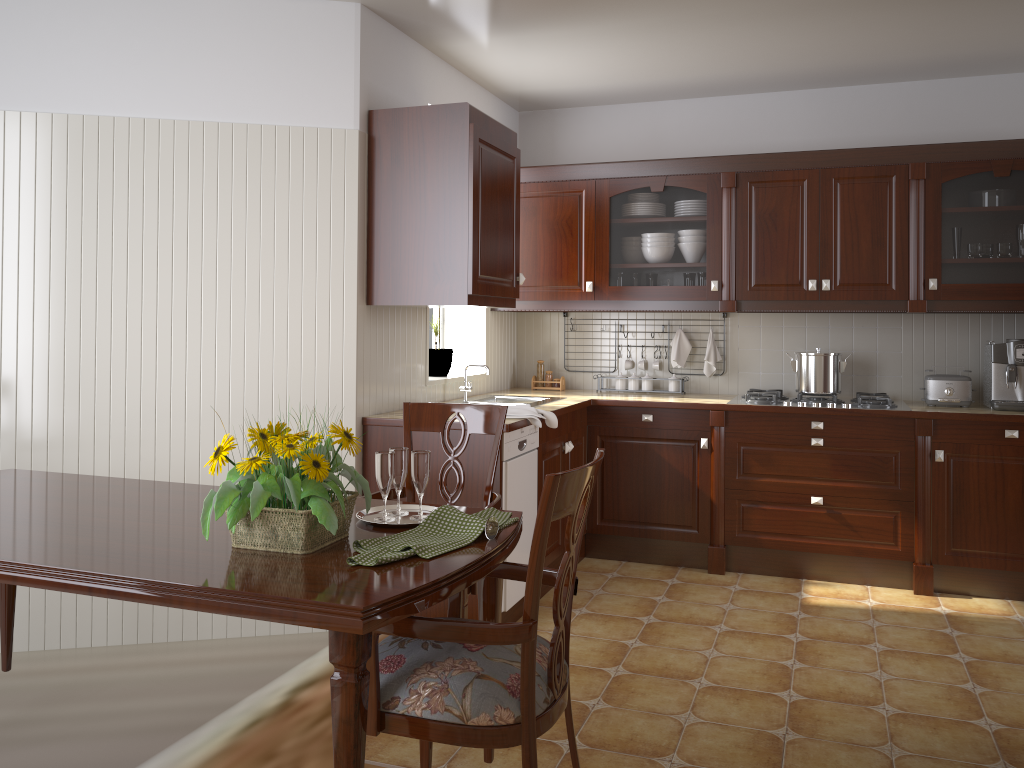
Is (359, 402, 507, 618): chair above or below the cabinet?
below

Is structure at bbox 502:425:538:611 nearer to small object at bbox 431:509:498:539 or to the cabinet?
the cabinet

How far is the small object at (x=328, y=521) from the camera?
1.6m

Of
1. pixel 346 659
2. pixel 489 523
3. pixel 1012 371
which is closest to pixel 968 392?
pixel 1012 371

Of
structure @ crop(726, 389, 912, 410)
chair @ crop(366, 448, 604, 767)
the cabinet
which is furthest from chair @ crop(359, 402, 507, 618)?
structure @ crop(726, 389, 912, 410)

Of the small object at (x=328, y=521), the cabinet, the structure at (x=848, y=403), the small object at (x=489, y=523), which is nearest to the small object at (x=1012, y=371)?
the cabinet

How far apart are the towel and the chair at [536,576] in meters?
1.6

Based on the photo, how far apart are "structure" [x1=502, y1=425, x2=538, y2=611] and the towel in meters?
0.1

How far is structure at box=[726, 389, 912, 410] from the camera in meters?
4.1

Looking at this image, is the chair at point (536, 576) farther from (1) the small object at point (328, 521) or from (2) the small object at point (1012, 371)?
(2) the small object at point (1012, 371)
